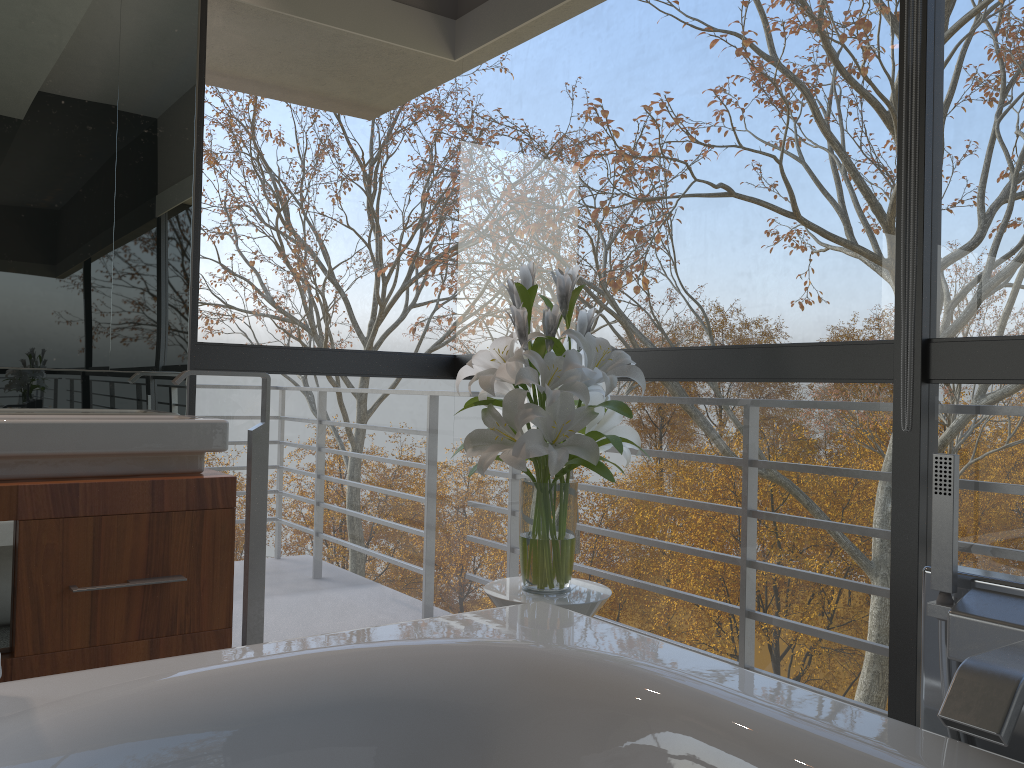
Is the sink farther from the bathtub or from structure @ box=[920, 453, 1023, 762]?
structure @ box=[920, 453, 1023, 762]

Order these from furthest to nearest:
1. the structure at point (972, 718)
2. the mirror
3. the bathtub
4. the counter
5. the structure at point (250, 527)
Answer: the structure at point (250, 527)
the mirror
the counter
the bathtub
the structure at point (972, 718)

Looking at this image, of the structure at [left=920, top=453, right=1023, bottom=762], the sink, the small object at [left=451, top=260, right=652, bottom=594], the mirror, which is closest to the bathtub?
the structure at [left=920, top=453, right=1023, bottom=762]

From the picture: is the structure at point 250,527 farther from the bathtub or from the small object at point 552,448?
the bathtub

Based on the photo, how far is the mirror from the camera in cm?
246

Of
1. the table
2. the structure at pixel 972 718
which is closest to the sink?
the table

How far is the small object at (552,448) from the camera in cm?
198

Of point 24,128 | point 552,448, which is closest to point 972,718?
point 552,448

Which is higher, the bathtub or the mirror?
the mirror

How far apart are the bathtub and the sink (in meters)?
0.95
